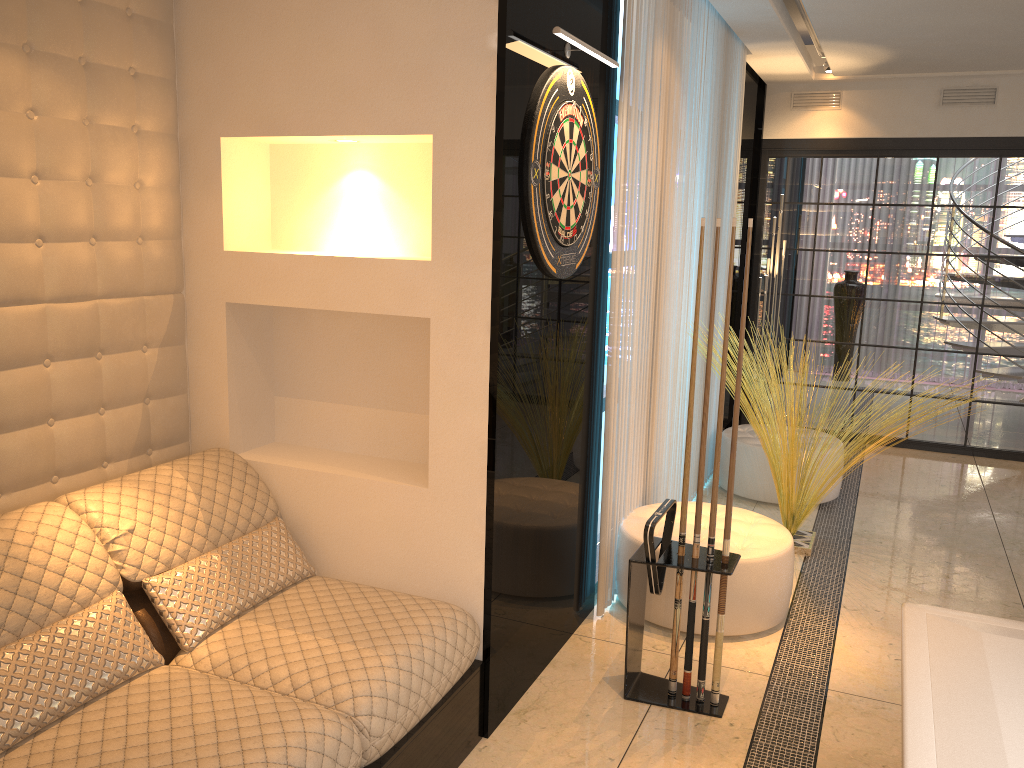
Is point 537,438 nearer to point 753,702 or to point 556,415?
point 556,415

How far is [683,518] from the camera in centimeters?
291cm

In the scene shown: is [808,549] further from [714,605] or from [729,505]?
[729,505]

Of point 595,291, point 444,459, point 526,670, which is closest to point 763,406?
point 595,291

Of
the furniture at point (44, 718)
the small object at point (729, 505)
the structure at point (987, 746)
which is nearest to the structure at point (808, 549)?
the small object at point (729, 505)

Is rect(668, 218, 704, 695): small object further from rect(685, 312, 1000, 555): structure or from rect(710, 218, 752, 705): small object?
rect(685, 312, 1000, 555): structure

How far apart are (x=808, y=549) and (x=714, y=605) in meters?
1.2

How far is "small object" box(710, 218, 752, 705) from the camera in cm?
284

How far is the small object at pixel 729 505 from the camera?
2.8 meters

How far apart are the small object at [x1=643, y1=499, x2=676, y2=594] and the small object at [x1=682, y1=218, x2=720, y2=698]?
0.11m
